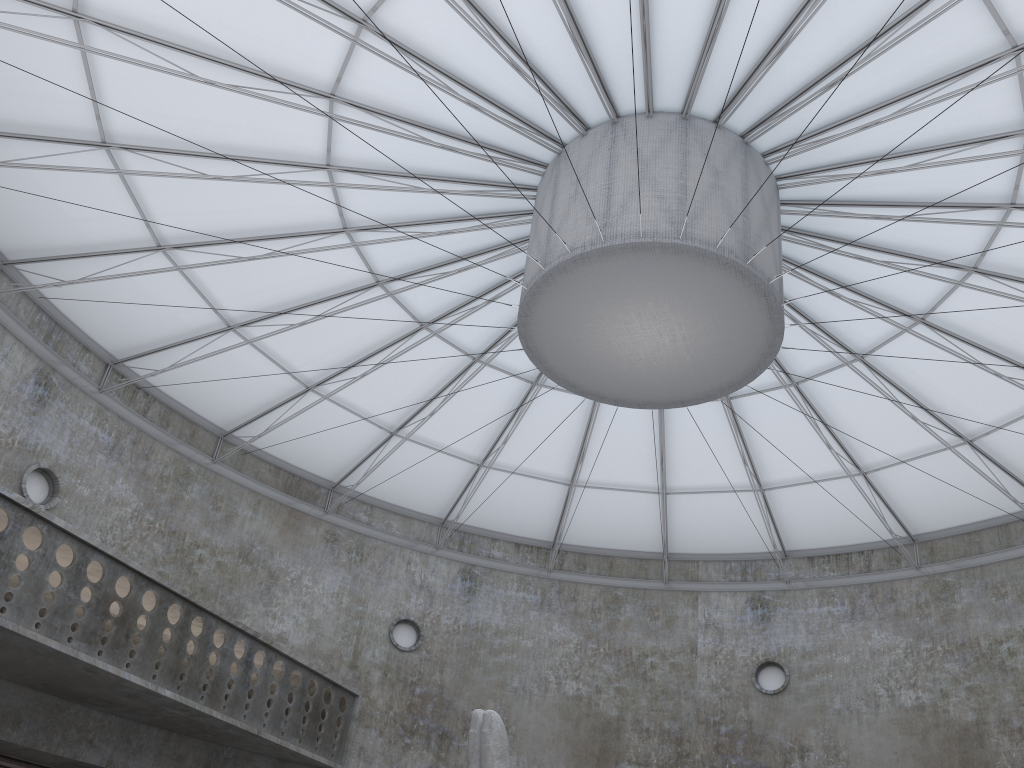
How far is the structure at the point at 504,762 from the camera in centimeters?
1684cm

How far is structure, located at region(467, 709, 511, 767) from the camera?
16.84m

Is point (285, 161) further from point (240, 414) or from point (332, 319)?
point (240, 414)

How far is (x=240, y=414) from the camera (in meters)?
35.88

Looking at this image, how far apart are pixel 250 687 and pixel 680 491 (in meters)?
18.80

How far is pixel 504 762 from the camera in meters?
16.8 m

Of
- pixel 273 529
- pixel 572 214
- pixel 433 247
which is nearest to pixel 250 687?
pixel 273 529
